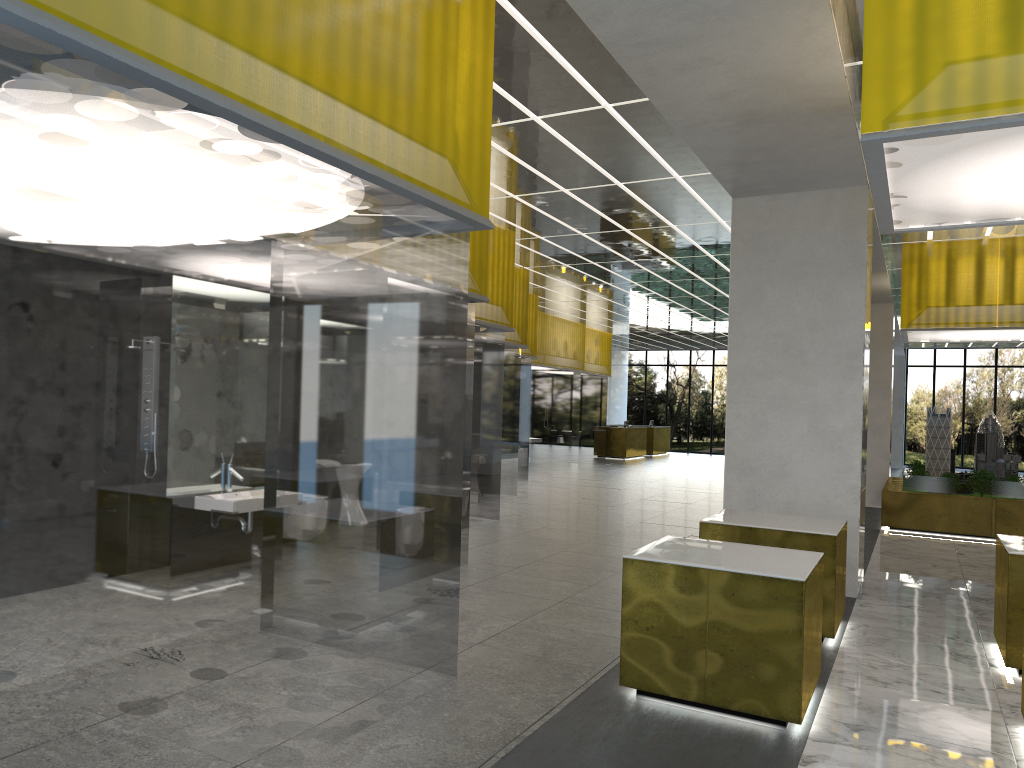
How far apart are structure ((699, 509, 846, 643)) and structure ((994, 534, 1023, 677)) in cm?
160

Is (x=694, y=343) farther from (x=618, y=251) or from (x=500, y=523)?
(x=500, y=523)

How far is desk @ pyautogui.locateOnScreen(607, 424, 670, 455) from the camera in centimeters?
4729cm

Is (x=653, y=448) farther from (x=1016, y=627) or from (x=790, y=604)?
(x=790, y=604)

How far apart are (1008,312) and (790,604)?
14.7 meters

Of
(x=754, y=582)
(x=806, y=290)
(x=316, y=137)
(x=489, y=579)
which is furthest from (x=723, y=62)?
(x=489, y=579)

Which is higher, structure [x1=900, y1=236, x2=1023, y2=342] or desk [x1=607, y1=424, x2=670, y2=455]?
structure [x1=900, y1=236, x2=1023, y2=342]

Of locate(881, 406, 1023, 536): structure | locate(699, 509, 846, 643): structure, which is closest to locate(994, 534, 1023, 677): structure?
locate(699, 509, 846, 643): structure

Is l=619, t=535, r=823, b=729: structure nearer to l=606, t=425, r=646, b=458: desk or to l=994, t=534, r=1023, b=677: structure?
l=994, t=534, r=1023, b=677: structure

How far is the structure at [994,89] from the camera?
5.8m
